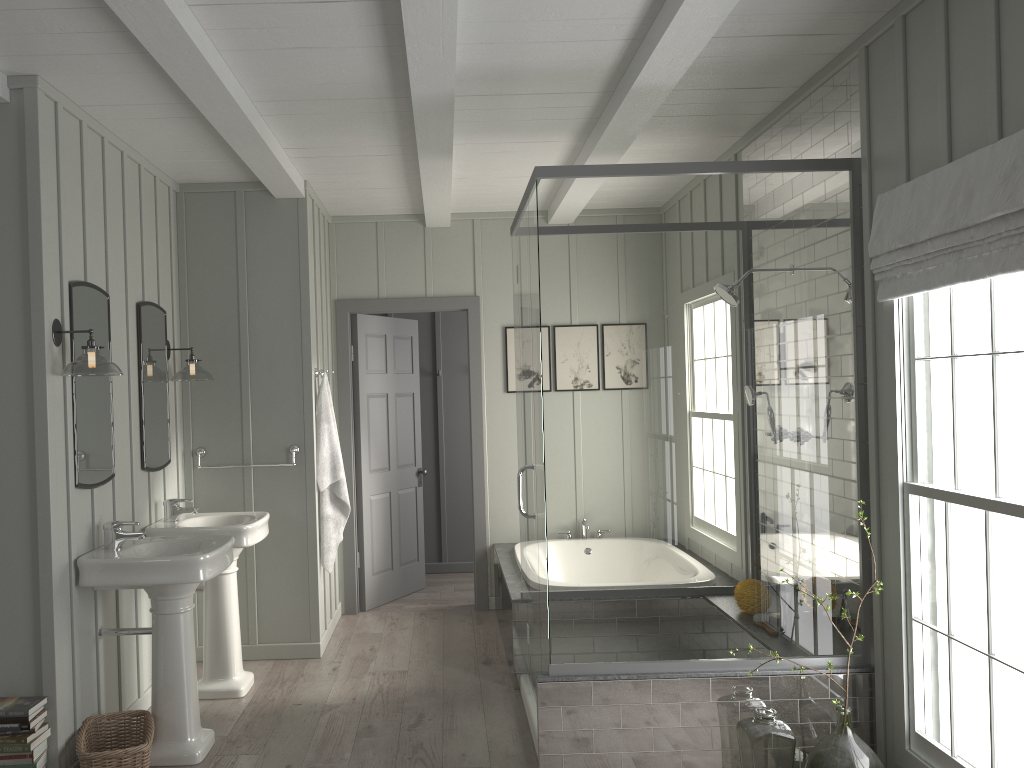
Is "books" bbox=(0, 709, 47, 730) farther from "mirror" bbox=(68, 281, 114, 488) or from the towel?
the towel

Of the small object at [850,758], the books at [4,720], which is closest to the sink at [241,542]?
the books at [4,720]

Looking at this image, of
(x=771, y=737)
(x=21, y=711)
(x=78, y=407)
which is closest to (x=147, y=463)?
(x=78, y=407)

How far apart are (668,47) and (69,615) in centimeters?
309cm

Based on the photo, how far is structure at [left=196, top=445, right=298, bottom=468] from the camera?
5.0 meters

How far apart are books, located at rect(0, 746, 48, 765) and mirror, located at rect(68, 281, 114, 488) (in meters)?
0.99

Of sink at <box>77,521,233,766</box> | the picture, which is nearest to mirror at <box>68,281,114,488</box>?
sink at <box>77,521,233,766</box>

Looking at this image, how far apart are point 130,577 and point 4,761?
0.7m

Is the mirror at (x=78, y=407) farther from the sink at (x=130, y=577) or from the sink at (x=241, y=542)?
the sink at (x=241, y=542)

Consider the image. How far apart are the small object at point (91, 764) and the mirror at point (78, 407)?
0.94m
